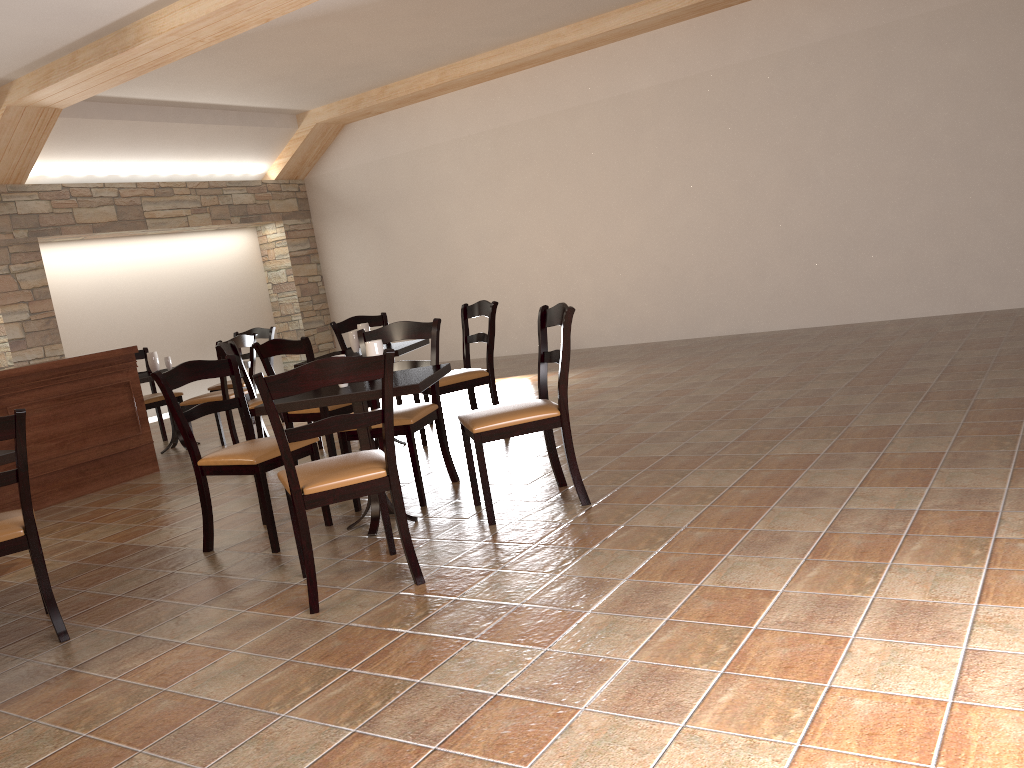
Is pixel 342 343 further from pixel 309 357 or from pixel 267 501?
pixel 267 501

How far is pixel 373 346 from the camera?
3.88m

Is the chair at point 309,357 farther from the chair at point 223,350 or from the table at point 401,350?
the chair at point 223,350

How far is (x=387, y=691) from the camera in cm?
235

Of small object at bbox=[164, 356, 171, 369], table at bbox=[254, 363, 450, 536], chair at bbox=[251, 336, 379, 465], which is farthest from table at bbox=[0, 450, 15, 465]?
small object at bbox=[164, 356, 171, 369]

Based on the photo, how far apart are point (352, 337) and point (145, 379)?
2.06m

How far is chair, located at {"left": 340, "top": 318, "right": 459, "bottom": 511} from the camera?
4.1m

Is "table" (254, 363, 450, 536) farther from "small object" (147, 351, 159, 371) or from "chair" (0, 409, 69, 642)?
"small object" (147, 351, 159, 371)

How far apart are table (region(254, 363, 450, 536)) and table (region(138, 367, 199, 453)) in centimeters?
354cm

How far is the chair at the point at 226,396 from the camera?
6.5 meters
